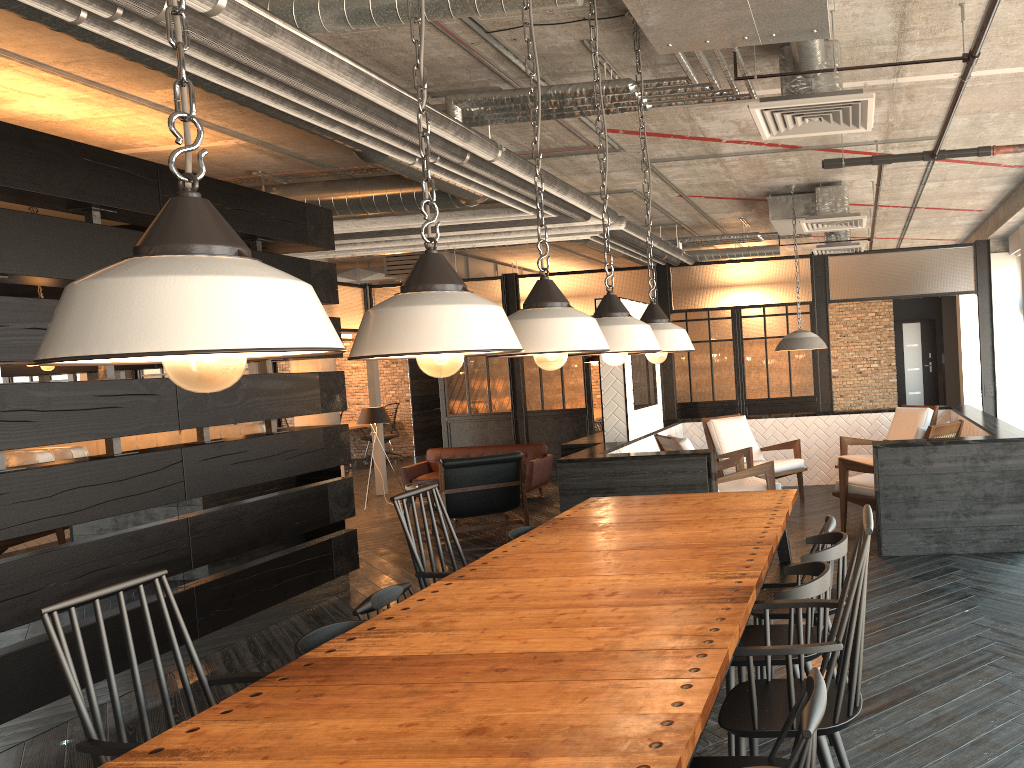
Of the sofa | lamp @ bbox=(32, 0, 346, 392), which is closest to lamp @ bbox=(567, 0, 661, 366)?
lamp @ bbox=(32, 0, 346, 392)

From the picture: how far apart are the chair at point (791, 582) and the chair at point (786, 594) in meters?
0.6 m

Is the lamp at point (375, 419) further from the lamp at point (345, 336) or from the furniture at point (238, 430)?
the lamp at point (345, 336)

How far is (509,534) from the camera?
4.18m

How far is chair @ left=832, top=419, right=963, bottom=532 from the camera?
6.0 meters

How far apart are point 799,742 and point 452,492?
6.10m

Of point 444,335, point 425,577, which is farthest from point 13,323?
point 444,335

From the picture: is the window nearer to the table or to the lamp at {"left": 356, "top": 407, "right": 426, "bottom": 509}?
the table

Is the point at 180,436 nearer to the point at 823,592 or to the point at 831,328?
the point at 823,592

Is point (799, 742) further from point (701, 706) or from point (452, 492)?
point (452, 492)
